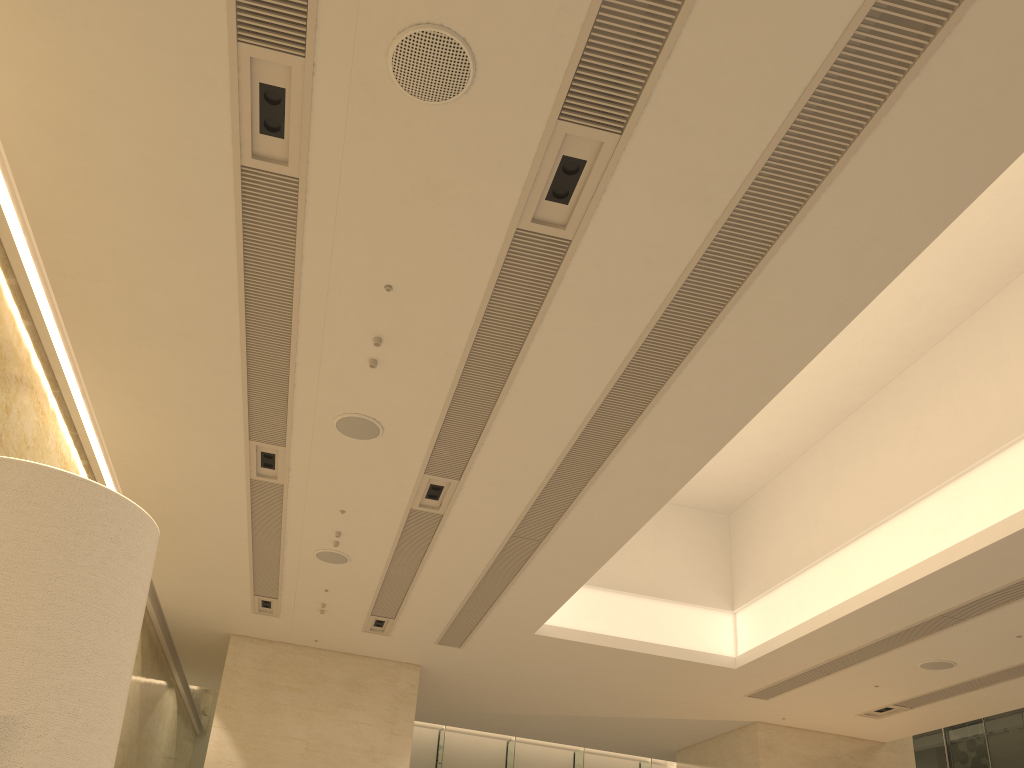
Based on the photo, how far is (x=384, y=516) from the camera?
9.4m

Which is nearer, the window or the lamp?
the lamp

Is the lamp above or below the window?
below

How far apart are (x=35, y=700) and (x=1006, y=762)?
19.4m

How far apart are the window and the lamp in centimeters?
1893cm

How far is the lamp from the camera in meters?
0.7

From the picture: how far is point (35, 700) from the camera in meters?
0.7 m

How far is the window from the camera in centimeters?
1621cm
